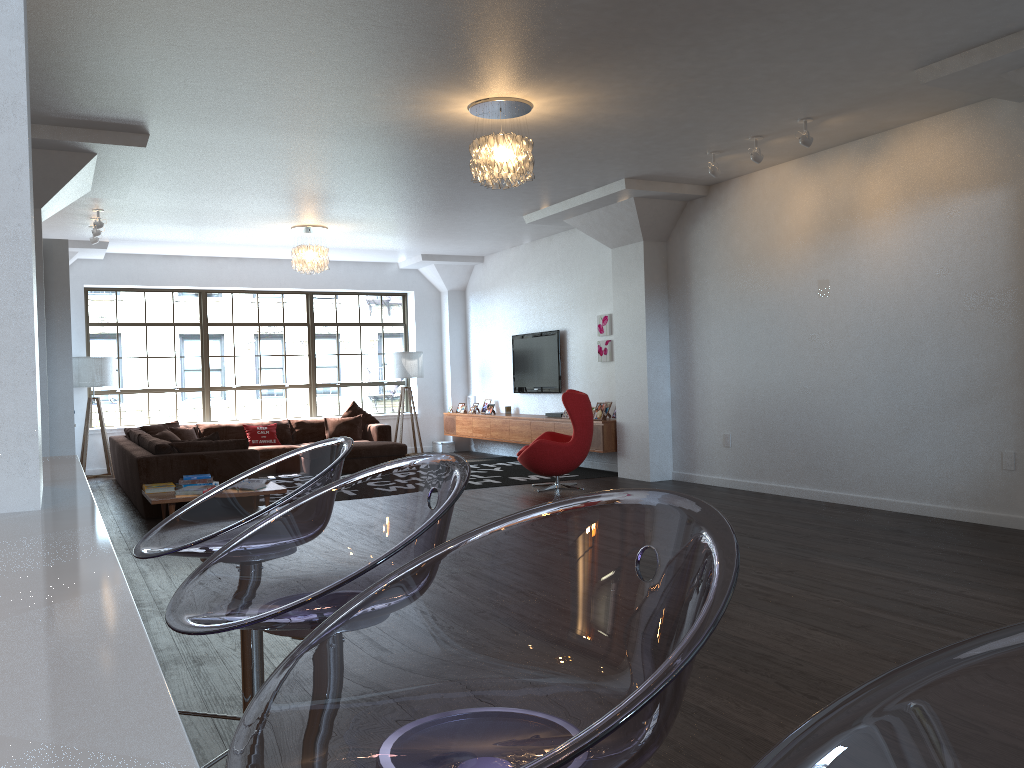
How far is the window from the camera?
12.4m

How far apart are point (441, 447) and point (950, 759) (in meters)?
13.33

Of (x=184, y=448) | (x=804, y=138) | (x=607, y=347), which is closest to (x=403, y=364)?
(x=607, y=347)

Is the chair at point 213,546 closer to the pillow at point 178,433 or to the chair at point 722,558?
the chair at point 722,558

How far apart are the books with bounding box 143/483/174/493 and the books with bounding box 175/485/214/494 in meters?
0.3

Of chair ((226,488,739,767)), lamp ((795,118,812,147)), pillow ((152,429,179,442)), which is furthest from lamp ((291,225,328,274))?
chair ((226,488,739,767))

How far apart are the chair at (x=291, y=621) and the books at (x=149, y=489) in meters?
6.3 m

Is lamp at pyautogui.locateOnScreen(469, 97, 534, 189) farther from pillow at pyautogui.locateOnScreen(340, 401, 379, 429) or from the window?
the window

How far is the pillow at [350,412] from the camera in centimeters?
1243cm

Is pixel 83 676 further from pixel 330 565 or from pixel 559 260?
pixel 559 260
